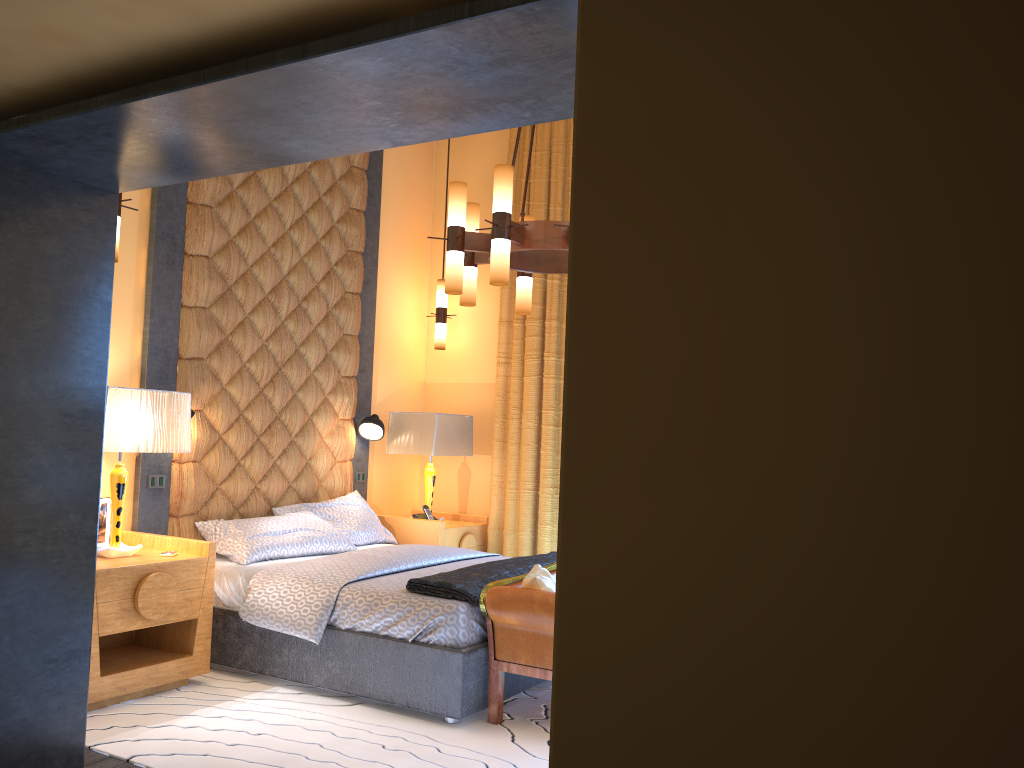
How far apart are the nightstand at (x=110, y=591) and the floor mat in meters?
0.0 m

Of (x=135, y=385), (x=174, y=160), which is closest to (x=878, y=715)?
(x=174, y=160)

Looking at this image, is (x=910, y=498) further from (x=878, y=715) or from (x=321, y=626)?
(x=321, y=626)

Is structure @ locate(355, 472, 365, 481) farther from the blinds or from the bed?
the blinds

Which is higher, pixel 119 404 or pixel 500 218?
pixel 500 218

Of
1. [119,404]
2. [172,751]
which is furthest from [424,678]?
[119,404]

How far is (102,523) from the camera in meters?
4.5 m

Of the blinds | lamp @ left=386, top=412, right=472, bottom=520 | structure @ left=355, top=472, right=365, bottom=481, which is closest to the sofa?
the blinds

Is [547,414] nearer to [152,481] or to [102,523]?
[152,481]

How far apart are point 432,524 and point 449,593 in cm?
207
